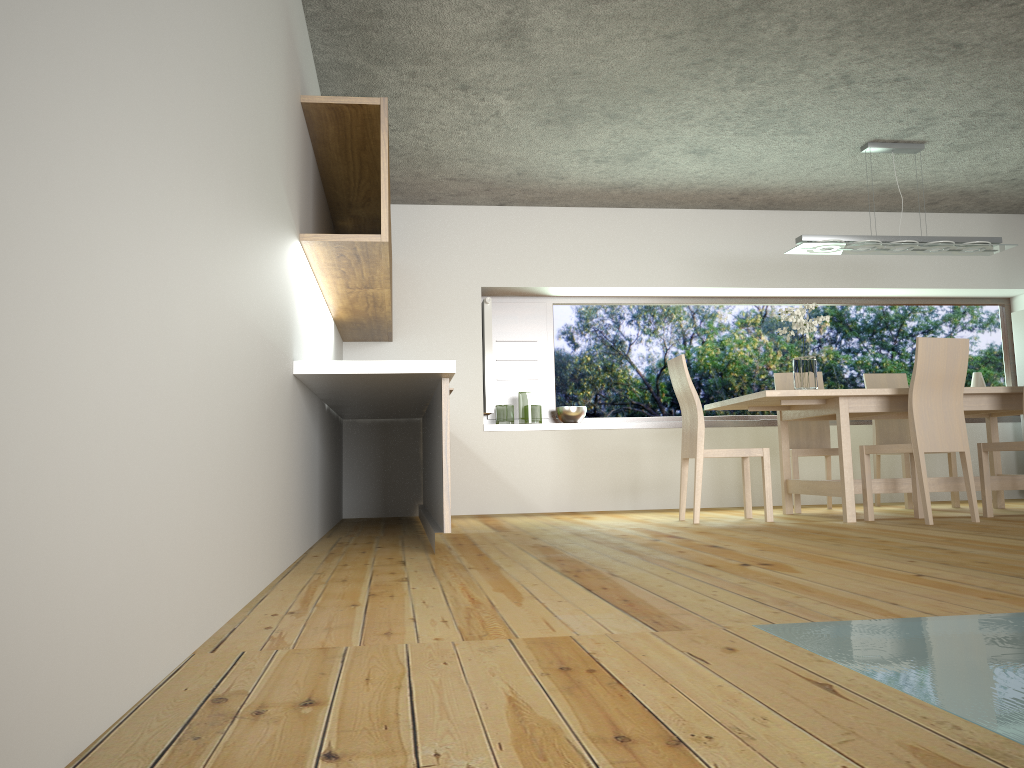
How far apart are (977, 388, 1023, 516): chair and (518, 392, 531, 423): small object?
3.18m

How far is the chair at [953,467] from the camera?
6.38m

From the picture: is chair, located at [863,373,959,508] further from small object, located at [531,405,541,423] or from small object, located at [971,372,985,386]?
small object, located at [531,405,541,423]

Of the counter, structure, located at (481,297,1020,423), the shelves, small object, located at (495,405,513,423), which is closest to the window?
structure, located at (481,297,1020,423)

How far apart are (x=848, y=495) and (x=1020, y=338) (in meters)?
3.34

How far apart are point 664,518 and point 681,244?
2.51m

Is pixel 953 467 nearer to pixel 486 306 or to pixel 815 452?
pixel 815 452

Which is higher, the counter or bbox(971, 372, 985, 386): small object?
bbox(971, 372, 985, 386): small object

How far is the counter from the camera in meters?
3.6 m

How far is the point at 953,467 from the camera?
6.4m
